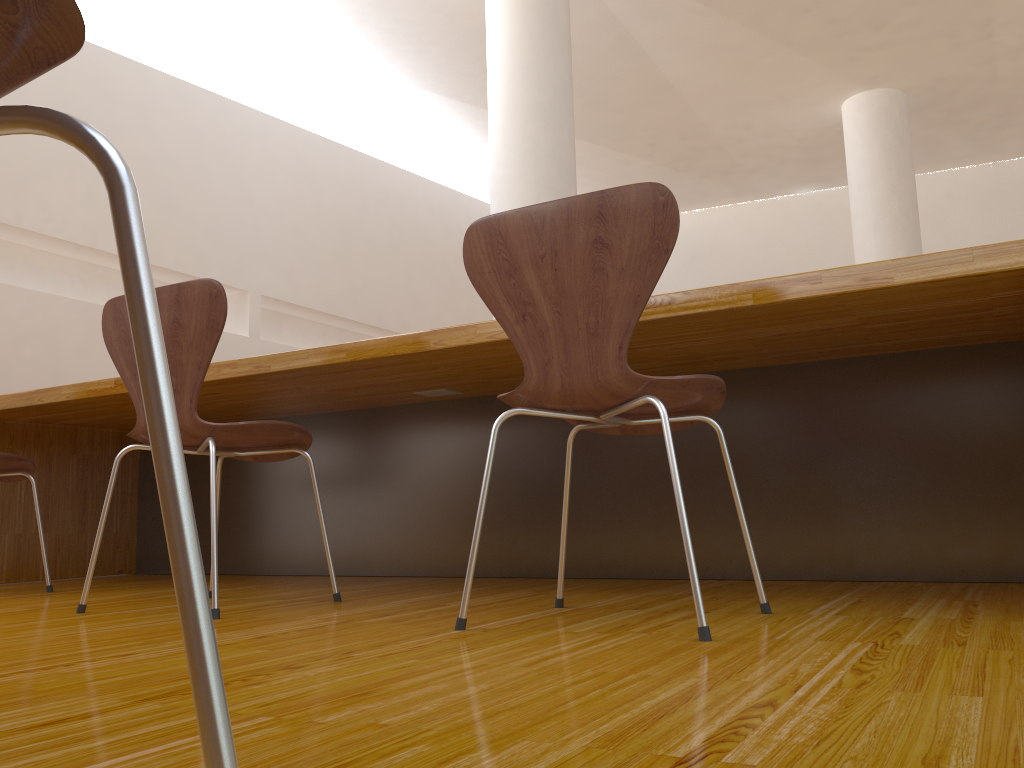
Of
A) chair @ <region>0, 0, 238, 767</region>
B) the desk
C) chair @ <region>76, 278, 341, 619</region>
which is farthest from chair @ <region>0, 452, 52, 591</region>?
chair @ <region>0, 0, 238, 767</region>

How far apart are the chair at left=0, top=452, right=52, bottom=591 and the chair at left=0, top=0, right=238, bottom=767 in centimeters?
249cm

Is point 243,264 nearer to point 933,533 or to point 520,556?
point 520,556

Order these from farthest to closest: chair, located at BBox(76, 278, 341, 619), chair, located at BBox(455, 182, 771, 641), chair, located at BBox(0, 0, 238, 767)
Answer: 1. chair, located at BBox(76, 278, 341, 619)
2. chair, located at BBox(455, 182, 771, 641)
3. chair, located at BBox(0, 0, 238, 767)

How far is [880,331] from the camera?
1.93m

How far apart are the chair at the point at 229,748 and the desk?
1.4 meters

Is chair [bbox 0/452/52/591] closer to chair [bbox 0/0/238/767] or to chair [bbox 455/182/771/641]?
chair [bbox 455/182/771/641]

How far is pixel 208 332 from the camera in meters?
1.8 m

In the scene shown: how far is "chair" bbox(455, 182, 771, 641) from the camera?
1.4 meters

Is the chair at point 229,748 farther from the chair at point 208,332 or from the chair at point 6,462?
the chair at point 6,462
